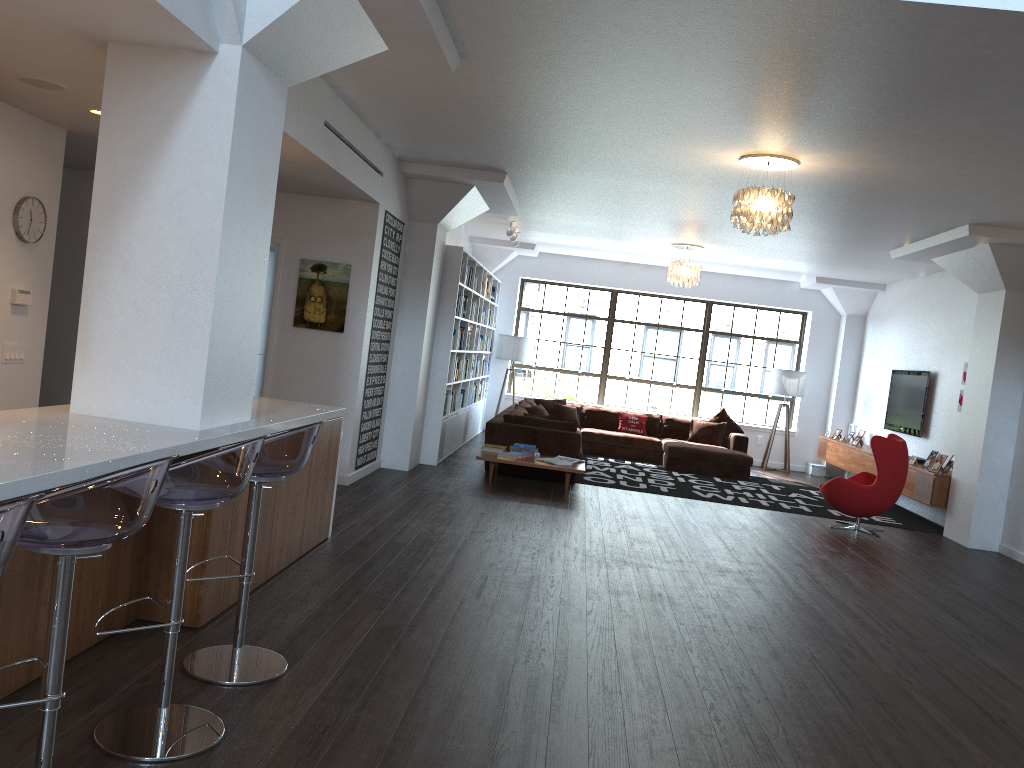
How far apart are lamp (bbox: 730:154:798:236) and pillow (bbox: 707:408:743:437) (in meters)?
6.84

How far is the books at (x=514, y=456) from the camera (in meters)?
8.97

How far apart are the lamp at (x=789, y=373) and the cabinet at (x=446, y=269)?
4.4 meters

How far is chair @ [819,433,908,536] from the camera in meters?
8.6

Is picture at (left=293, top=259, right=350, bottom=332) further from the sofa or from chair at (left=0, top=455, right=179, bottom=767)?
chair at (left=0, top=455, right=179, bottom=767)

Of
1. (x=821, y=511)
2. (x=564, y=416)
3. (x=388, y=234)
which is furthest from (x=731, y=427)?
(x=388, y=234)

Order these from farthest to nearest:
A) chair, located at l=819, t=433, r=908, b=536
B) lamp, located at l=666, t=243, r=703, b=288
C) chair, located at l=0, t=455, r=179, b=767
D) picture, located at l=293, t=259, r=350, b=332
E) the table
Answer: lamp, located at l=666, t=243, r=703, b=288
the table
chair, located at l=819, t=433, r=908, b=536
picture, located at l=293, t=259, r=350, b=332
chair, located at l=0, t=455, r=179, b=767

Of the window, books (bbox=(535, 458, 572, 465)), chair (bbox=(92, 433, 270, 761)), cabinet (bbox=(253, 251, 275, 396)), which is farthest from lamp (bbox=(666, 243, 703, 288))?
chair (bbox=(92, 433, 270, 761))

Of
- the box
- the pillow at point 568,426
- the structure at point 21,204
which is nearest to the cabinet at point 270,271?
the pillow at point 568,426

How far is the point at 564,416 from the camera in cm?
1310
